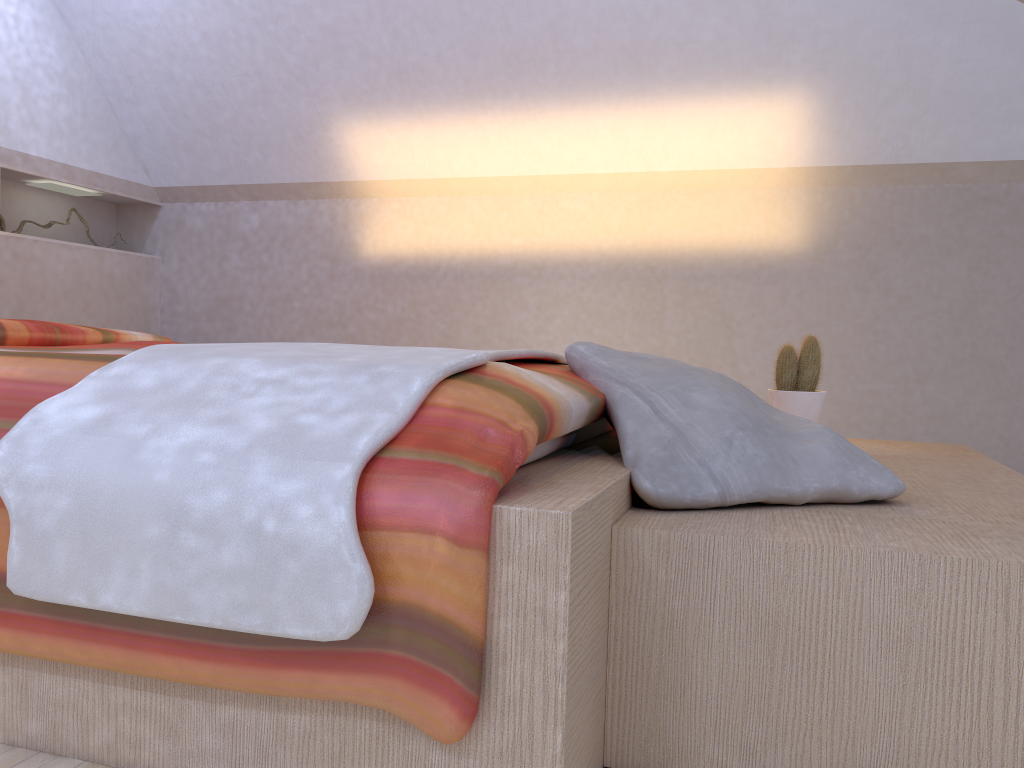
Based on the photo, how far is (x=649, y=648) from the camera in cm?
109

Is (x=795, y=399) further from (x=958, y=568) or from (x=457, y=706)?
(x=457, y=706)

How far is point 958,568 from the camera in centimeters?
98cm

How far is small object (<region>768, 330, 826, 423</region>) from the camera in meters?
2.2

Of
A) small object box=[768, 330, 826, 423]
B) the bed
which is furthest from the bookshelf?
small object box=[768, 330, 826, 423]

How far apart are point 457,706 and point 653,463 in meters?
0.5

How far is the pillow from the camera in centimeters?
122cm

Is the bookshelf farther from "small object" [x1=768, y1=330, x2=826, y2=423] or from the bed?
"small object" [x1=768, y1=330, x2=826, y2=423]

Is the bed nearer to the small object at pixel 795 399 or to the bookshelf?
the bookshelf

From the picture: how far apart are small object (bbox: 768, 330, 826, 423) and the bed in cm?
67
